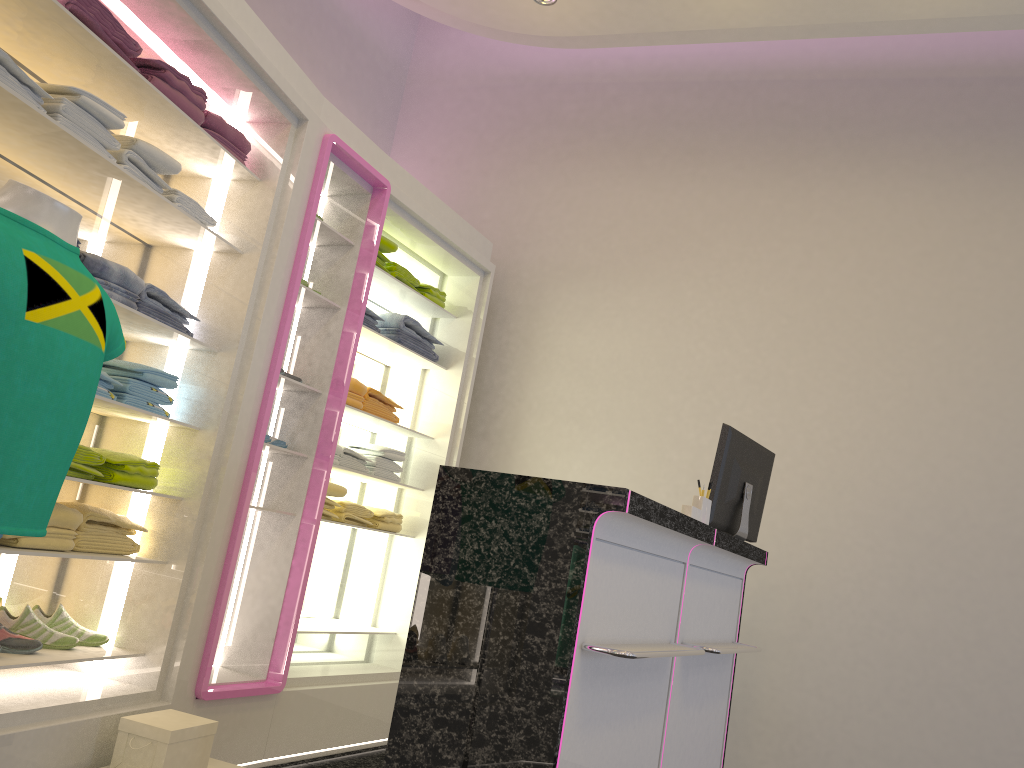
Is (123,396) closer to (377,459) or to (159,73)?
(159,73)

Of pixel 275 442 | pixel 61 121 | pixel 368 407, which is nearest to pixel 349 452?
pixel 368 407

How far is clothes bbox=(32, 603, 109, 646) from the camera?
3.02m

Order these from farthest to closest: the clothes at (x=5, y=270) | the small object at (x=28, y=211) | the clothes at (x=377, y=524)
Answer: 1. the clothes at (x=377, y=524)
2. the small object at (x=28, y=211)
3. the clothes at (x=5, y=270)

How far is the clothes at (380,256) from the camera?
4.42m

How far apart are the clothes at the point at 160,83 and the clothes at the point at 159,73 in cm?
2

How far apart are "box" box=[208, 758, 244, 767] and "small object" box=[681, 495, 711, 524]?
1.84m

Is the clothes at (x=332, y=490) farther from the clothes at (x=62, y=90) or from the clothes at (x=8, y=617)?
the clothes at (x=62, y=90)

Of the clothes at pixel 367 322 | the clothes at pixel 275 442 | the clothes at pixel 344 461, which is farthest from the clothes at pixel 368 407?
the clothes at pixel 275 442

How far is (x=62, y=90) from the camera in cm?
260
